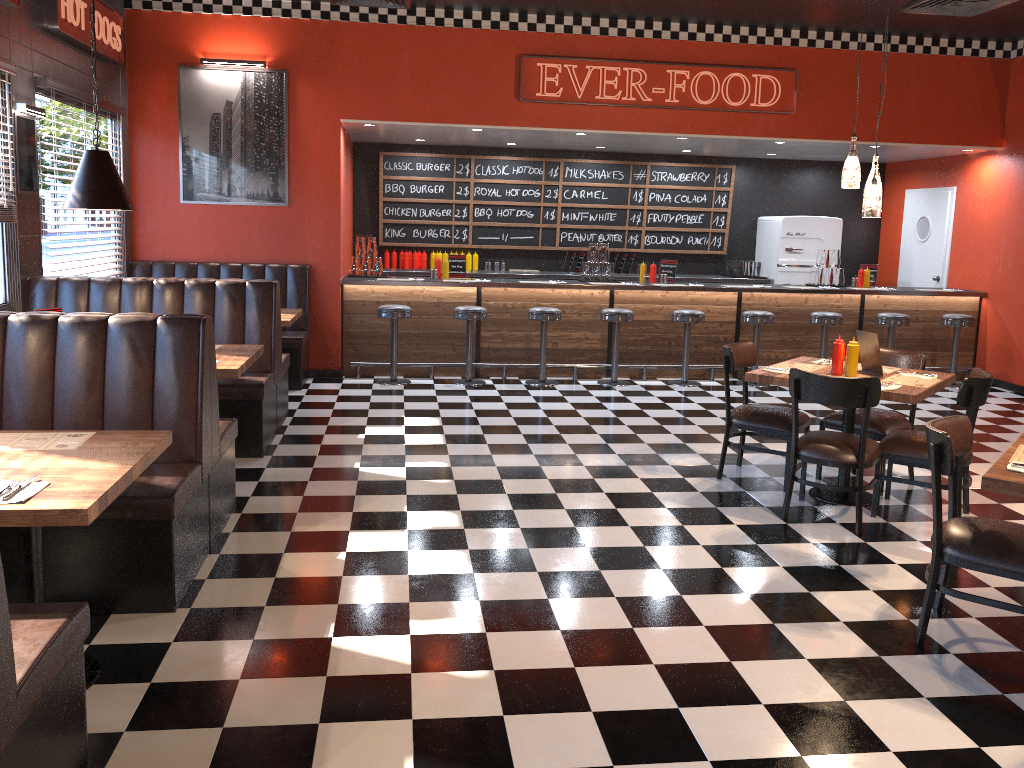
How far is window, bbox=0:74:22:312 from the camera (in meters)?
5.91

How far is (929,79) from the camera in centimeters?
928cm

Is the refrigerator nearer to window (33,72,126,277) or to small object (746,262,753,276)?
small object (746,262,753,276)

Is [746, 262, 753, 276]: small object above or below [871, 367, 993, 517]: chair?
above

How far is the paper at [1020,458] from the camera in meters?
3.4

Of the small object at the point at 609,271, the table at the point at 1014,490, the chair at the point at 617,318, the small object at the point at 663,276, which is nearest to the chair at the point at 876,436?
the table at the point at 1014,490

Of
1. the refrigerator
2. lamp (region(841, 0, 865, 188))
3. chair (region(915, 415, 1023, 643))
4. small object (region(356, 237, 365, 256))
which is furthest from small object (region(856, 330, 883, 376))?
the refrigerator

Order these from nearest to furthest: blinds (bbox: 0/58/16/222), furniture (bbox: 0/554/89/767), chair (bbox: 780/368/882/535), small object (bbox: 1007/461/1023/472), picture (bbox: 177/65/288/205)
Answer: furniture (bbox: 0/554/89/767)
small object (bbox: 1007/461/1023/472)
chair (bbox: 780/368/882/535)
blinds (bbox: 0/58/16/222)
picture (bbox: 177/65/288/205)

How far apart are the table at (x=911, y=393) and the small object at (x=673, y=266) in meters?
3.9 m

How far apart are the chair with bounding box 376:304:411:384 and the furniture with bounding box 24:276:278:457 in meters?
2.3
